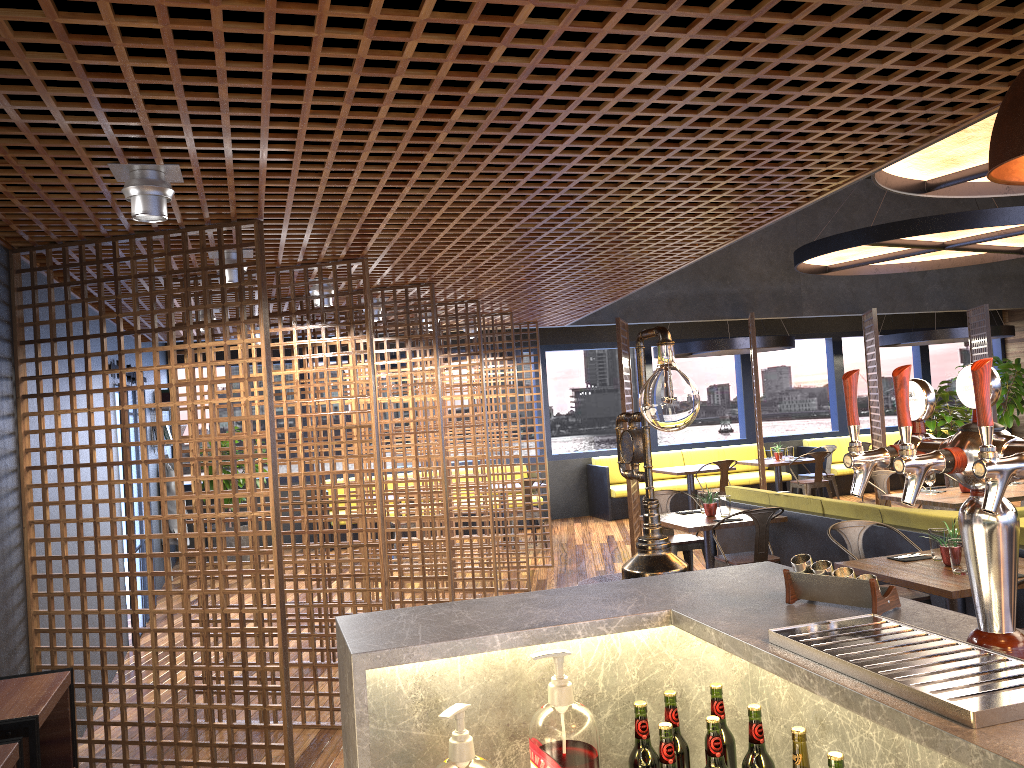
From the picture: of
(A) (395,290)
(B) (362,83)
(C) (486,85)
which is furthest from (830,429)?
(B) (362,83)

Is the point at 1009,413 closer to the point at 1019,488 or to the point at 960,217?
the point at 1019,488

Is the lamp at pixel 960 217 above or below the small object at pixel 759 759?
above

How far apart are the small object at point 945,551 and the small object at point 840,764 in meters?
3.9 m

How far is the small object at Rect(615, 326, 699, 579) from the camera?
3.0 meters

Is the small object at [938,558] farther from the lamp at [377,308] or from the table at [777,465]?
the table at [777,465]

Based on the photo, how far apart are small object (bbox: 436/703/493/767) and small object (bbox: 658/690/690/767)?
0.4 meters

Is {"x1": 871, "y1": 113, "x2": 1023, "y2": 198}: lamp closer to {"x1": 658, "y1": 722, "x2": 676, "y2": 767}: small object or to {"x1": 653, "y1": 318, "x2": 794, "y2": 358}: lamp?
{"x1": 658, "y1": 722, "x2": 676, "y2": 767}: small object

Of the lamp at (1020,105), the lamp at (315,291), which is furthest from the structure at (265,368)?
the lamp at (1020,105)

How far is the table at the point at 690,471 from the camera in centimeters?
1186cm
